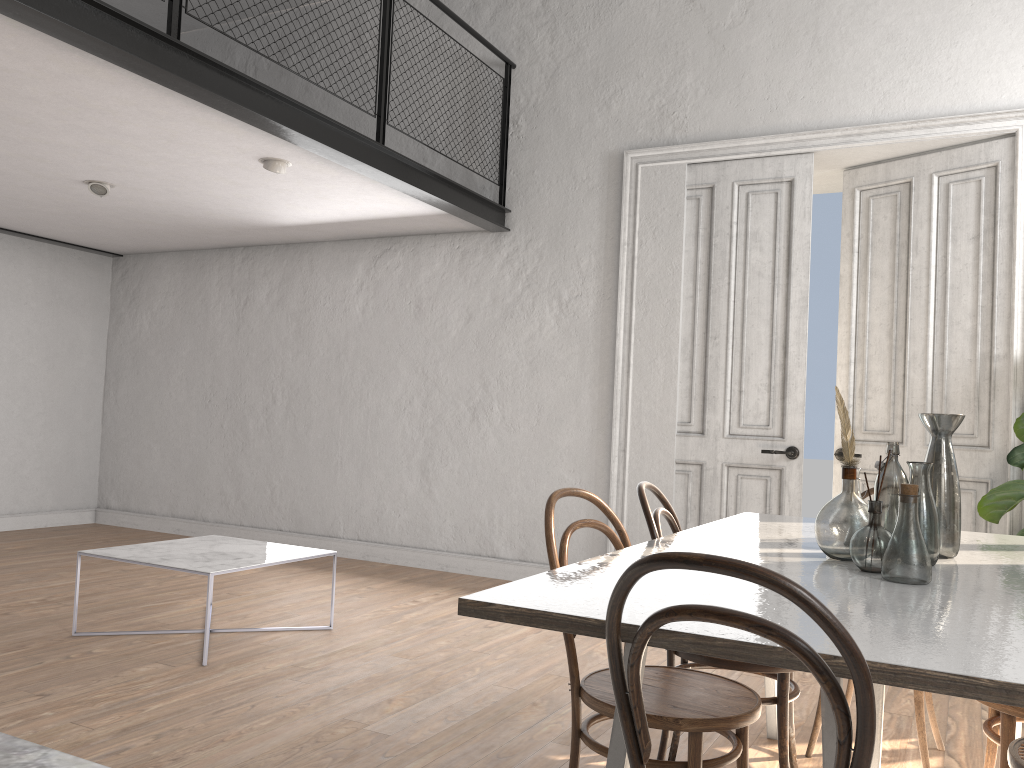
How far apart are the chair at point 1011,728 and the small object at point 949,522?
0.38m

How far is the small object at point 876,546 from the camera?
2.0m

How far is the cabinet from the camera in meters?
0.3

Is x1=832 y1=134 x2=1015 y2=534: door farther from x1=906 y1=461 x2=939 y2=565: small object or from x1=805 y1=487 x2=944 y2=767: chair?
x1=906 y1=461 x2=939 y2=565: small object

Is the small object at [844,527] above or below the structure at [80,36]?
below

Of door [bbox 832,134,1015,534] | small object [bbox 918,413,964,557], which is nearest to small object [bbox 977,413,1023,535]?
door [bbox 832,134,1015,534]

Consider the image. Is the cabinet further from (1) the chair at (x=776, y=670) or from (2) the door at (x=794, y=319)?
(2) the door at (x=794, y=319)

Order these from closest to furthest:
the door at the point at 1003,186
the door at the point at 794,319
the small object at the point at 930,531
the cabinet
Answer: the cabinet < the small object at the point at 930,531 < the door at the point at 1003,186 < the door at the point at 794,319

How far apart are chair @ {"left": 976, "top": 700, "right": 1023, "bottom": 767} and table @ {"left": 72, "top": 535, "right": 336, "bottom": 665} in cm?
290

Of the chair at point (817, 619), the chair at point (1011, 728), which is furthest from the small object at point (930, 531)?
the chair at point (817, 619)
